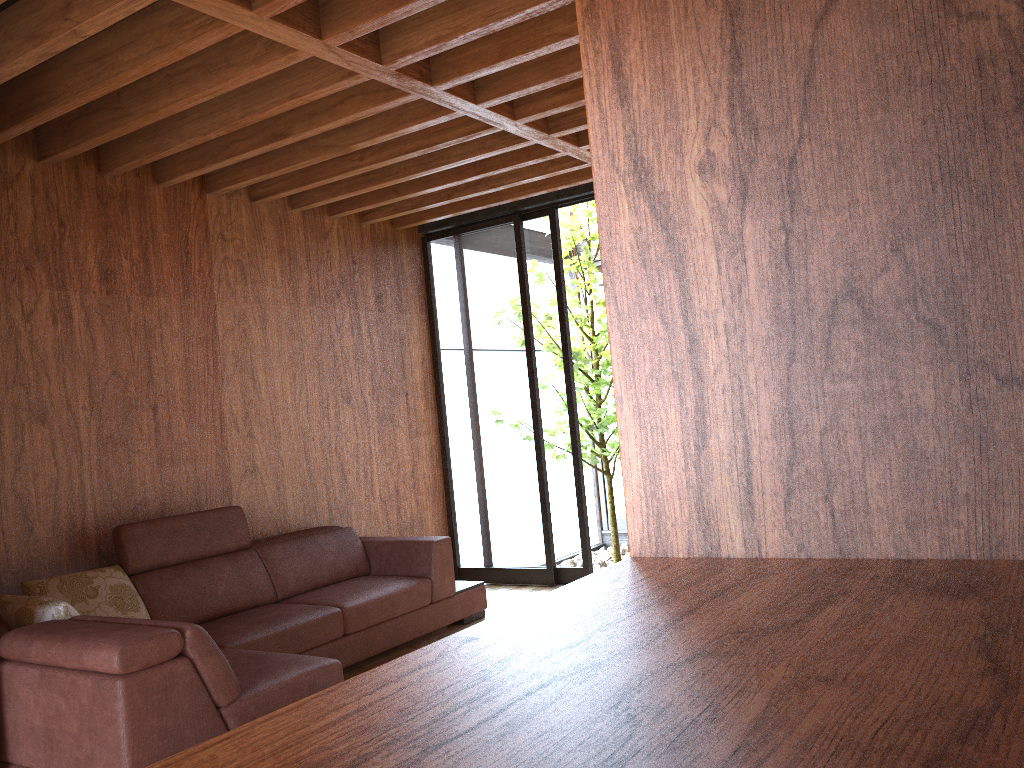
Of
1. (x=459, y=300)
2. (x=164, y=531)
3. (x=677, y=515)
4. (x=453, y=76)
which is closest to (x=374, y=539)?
(x=164, y=531)

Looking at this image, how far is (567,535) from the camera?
5.35m

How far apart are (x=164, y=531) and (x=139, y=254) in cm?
128

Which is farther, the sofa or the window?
the window

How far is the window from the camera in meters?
5.3 m

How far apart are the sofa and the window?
0.76m

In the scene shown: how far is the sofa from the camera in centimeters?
239cm

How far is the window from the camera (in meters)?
5.35
